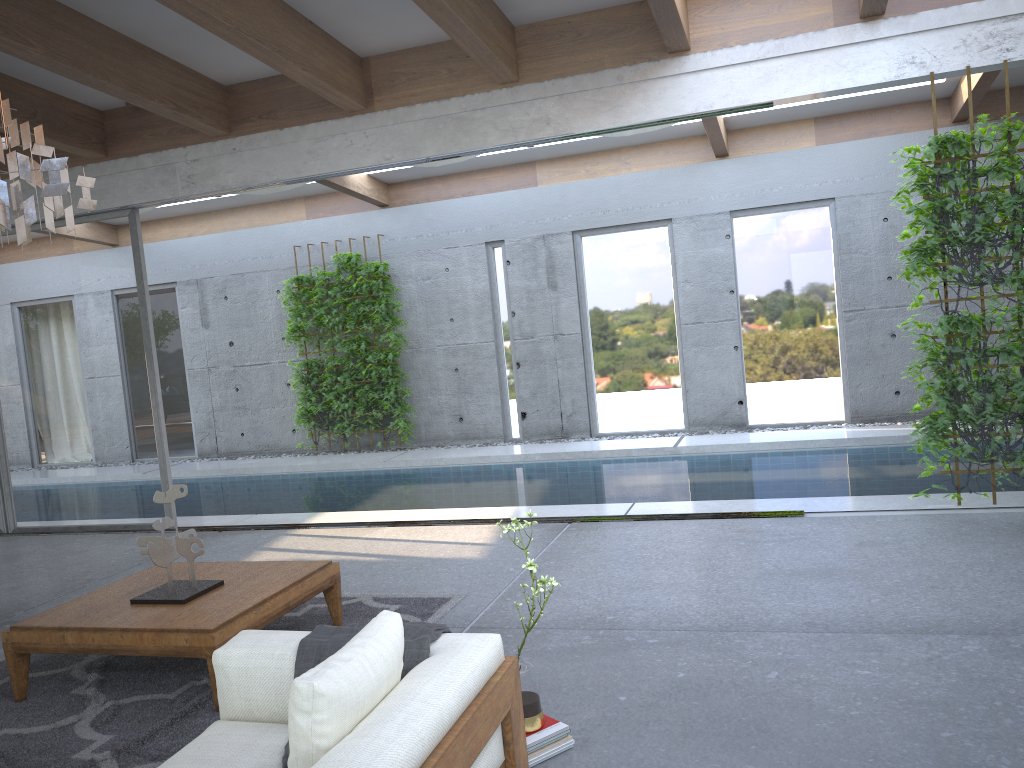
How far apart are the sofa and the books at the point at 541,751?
0.2 meters

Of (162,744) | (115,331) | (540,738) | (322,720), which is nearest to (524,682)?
(540,738)

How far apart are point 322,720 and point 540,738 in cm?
108

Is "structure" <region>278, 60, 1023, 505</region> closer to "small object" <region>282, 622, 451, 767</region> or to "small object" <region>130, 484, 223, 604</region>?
"small object" <region>282, 622, 451, 767</region>

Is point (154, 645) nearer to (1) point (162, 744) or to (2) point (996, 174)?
(1) point (162, 744)

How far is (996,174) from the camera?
5.33m

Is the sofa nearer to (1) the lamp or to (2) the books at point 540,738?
(2) the books at point 540,738

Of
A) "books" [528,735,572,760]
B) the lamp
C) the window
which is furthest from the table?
the window

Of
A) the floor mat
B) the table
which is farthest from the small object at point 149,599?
the floor mat

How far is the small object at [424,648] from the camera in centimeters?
265cm
